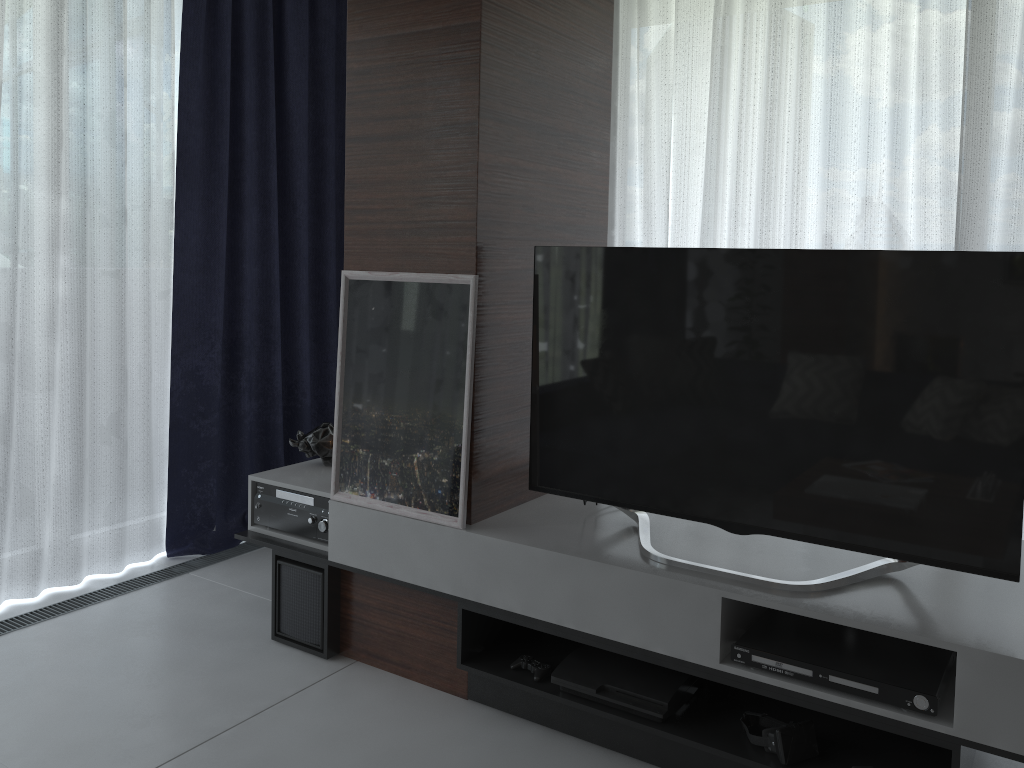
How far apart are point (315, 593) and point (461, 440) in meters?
0.8 m

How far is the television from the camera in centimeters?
192cm

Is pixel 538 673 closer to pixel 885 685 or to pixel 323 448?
pixel 885 685

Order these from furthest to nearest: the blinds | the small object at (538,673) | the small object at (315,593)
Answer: the blinds < the small object at (315,593) < the small object at (538,673)

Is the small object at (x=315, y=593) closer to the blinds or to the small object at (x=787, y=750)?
the blinds

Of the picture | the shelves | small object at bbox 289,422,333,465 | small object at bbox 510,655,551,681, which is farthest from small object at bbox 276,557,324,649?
small object at bbox 510,655,551,681

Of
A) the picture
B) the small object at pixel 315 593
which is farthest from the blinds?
the picture

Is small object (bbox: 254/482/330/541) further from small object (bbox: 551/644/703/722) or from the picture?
small object (bbox: 551/644/703/722)

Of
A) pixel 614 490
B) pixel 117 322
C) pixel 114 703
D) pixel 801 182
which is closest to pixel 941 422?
pixel 614 490

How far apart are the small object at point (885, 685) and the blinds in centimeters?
156cm
